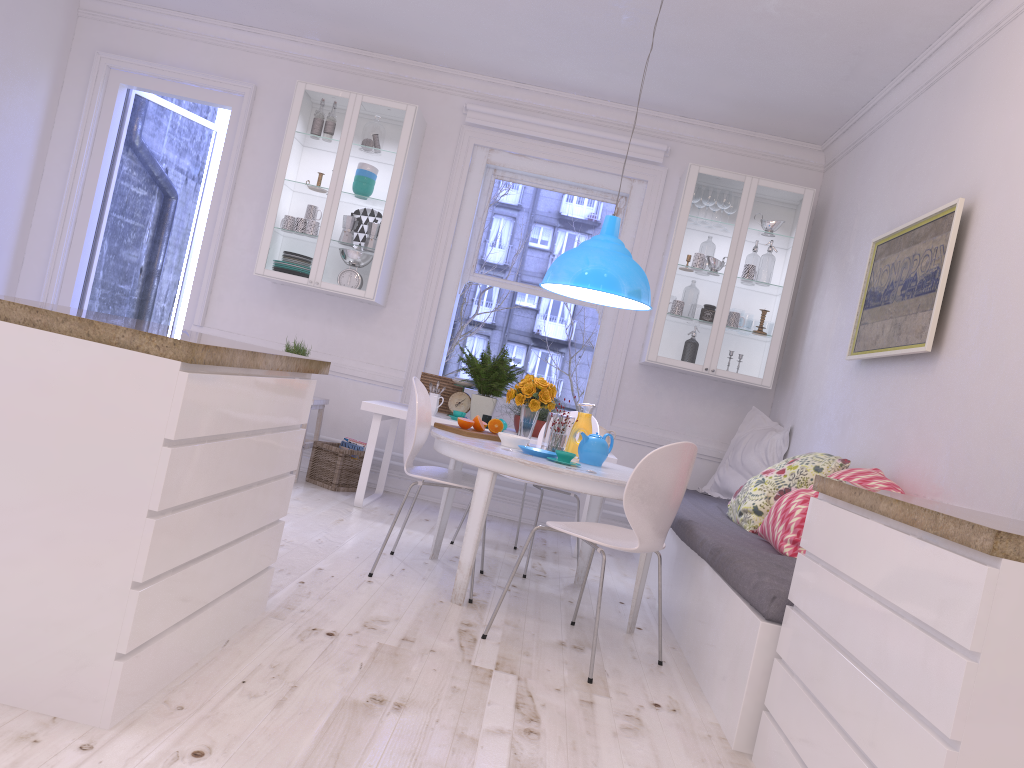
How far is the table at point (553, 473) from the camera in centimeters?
344cm

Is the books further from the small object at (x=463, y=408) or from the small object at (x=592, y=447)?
the small object at (x=592, y=447)

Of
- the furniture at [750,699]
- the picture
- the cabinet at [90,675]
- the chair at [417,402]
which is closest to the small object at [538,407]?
the chair at [417,402]

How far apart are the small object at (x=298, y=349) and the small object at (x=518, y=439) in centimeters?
220cm

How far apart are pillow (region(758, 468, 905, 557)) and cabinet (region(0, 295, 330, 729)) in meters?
1.8

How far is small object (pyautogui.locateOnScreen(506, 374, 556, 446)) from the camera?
4.1 meters

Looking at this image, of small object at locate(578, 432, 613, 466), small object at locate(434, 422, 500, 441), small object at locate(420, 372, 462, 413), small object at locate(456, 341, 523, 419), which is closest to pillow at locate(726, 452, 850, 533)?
small object at locate(578, 432, 613, 466)

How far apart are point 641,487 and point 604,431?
2.47m

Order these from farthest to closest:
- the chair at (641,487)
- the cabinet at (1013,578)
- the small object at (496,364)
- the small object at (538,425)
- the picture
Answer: the small object at (496,364)
the small object at (538,425)
the picture
the chair at (641,487)
the cabinet at (1013,578)

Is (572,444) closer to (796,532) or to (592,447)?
(592,447)
